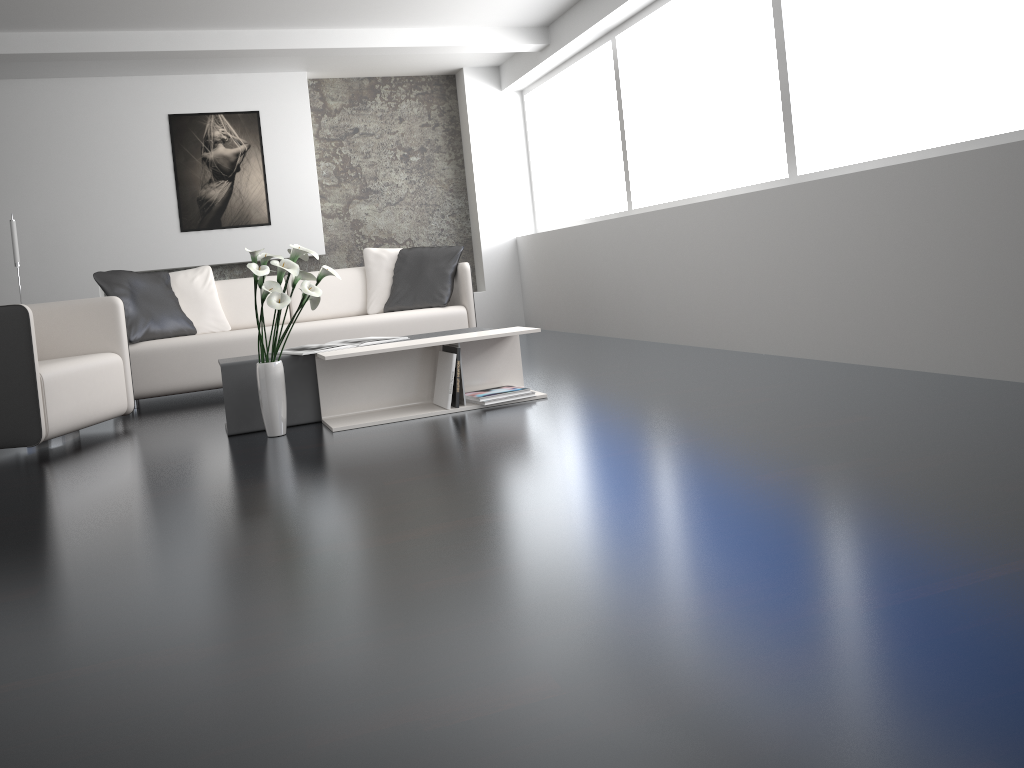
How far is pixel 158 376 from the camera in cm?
512

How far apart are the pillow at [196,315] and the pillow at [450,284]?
1.0 meters

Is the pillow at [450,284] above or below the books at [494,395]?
Answer: above

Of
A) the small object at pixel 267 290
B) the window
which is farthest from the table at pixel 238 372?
the window

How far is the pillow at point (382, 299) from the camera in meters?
6.0

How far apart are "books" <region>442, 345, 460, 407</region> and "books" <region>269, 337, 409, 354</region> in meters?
0.3

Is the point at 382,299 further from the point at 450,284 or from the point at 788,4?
the point at 788,4

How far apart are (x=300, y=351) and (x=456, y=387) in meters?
0.7 m

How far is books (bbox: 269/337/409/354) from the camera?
3.9 meters

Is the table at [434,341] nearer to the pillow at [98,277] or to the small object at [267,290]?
the small object at [267,290]
